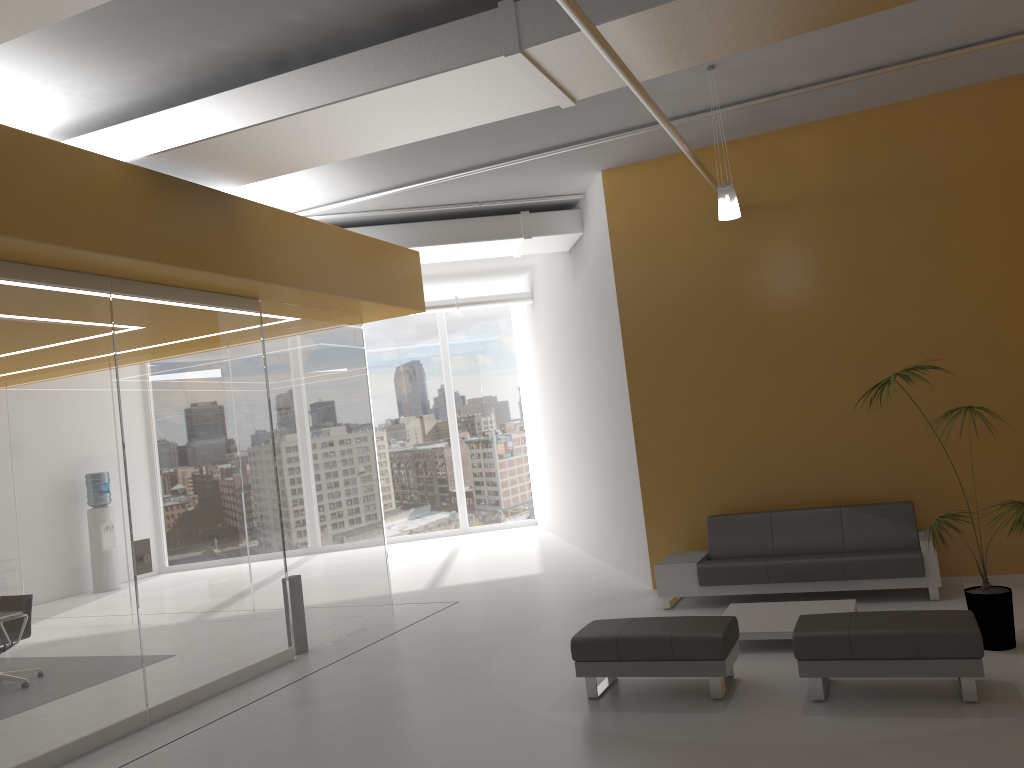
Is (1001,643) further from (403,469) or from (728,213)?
(403,469)

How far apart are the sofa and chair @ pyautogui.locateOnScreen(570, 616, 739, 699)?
2.1m

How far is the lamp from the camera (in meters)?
6.92

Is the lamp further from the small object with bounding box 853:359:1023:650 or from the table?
the table

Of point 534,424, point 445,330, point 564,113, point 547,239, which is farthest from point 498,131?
point 445,330

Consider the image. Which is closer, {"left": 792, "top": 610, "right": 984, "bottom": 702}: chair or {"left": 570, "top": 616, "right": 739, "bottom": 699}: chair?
{"left": 792, "top": 610, "right": 984, "bottom": 702}: chair

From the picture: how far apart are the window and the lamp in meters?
10.6

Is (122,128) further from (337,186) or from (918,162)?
(918,162)

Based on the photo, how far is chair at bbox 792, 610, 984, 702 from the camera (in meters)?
4.91

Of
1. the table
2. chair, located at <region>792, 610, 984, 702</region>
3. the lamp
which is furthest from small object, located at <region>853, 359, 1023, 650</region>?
the lamp
